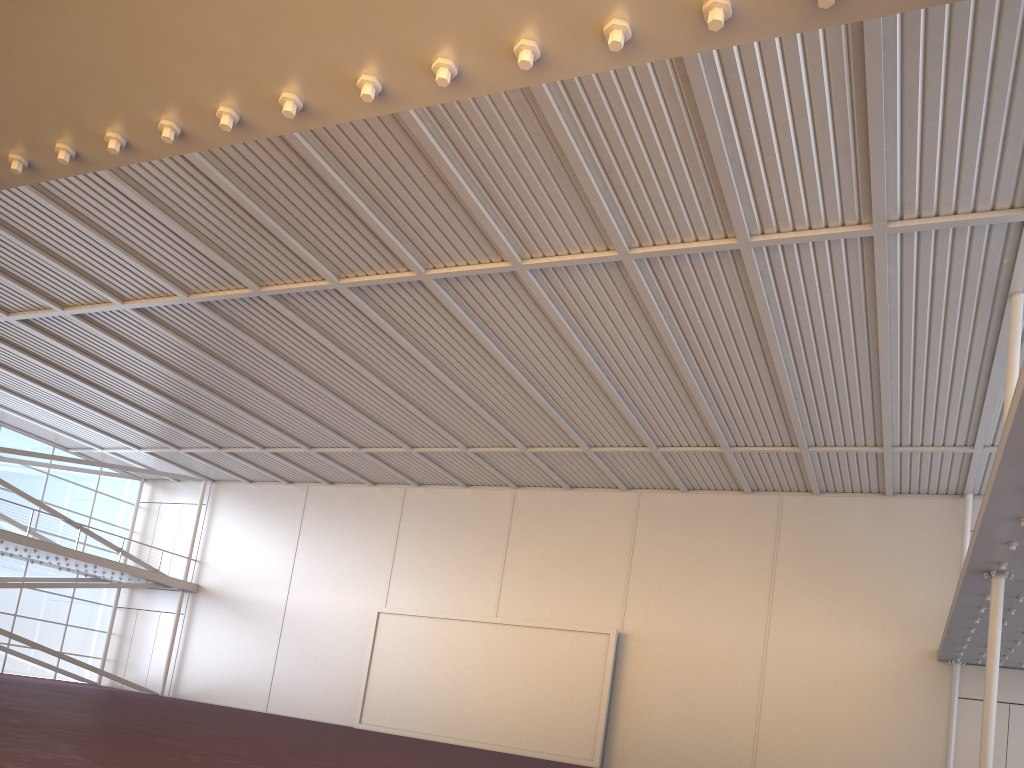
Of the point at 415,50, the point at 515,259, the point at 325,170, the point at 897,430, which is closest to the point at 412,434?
the point at 515,259

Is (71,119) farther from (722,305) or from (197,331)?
(197,331)

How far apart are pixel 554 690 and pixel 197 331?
16.1m
